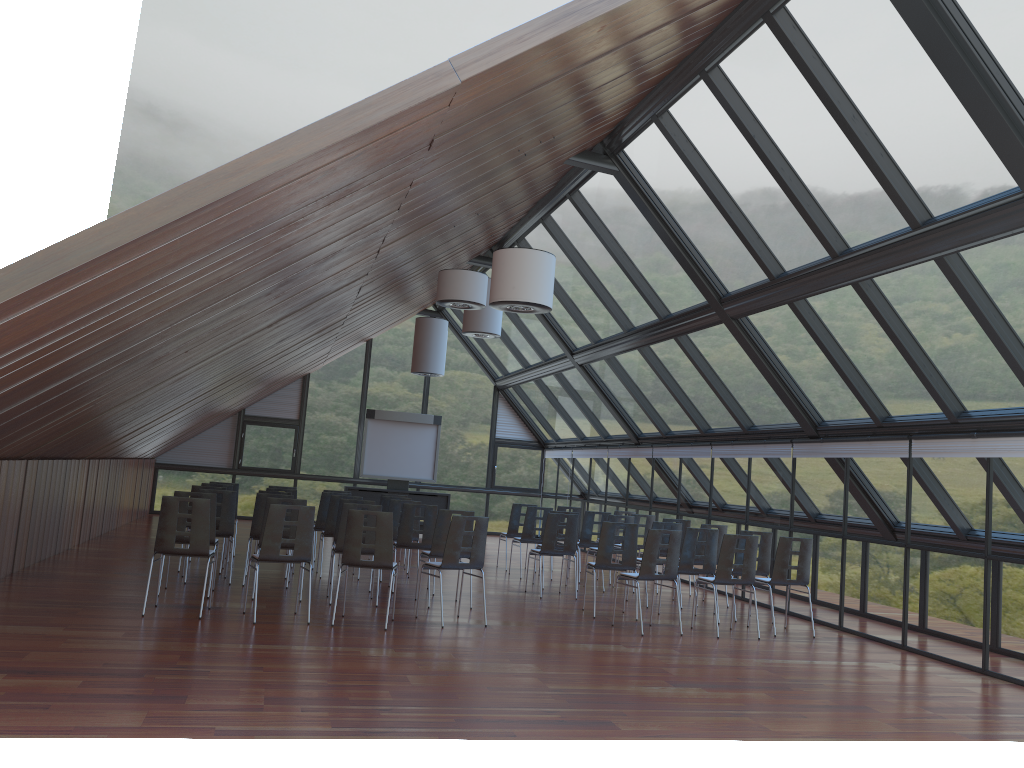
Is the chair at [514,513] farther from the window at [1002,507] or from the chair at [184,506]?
the chair at [184,506]

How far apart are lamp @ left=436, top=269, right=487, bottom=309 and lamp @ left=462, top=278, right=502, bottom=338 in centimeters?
295cm

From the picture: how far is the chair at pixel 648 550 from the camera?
10.1m

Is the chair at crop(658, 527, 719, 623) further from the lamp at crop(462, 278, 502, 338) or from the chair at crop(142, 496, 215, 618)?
the chair at crop(142, 496, 215, 618)

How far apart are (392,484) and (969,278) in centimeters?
1585cm

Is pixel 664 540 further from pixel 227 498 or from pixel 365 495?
pixel 365 495

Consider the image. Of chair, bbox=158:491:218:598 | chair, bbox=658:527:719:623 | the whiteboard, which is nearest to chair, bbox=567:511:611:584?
chair, bbox=658:527:719:623

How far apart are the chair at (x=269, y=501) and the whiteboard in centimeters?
1134cm

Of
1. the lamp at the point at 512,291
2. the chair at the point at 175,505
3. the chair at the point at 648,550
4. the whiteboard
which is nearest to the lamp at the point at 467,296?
the lamp at the point at 512,291

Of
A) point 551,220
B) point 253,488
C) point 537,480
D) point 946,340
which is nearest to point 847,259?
point 946,340
